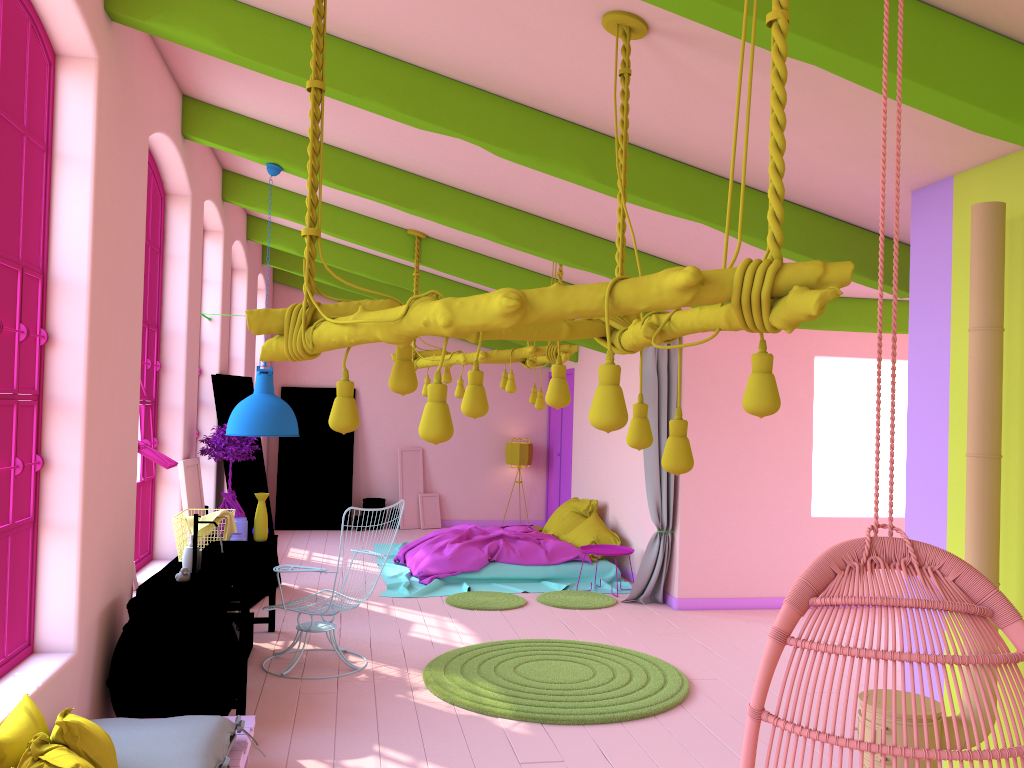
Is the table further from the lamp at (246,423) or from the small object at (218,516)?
the lamp at (246,423)

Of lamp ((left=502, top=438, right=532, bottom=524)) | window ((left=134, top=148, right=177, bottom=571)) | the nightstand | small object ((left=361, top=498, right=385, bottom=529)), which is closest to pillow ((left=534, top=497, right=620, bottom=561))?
the nightstand

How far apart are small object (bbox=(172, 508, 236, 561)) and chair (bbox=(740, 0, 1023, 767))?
4.68m

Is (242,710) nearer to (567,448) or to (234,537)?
(234,537)

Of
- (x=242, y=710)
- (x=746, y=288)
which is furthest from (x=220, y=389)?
(x=746, y=288)

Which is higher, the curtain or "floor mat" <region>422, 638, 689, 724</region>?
the curtain

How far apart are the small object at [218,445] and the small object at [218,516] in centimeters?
73cm

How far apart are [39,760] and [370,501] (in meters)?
10.84

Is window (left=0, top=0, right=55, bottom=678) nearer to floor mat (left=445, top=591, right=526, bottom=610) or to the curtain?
floor mat (left=445, top=591, right=526, bottom=610)

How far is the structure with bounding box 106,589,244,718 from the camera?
4.58m
